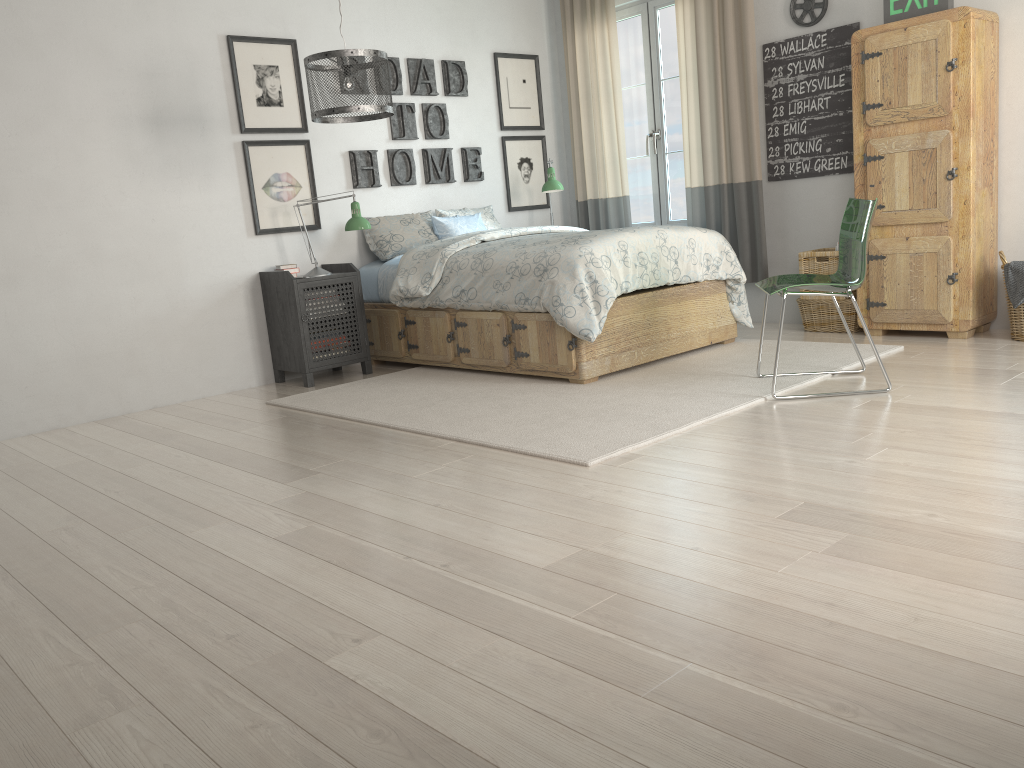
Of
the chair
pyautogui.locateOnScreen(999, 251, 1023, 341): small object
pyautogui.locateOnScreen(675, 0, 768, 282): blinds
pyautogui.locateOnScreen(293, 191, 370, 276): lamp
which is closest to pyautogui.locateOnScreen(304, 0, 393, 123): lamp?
pyautogui.locateOnScreen(293, 191, 370, 276): lamp

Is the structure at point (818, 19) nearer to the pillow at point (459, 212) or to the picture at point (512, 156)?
the picture at point (512, 156)

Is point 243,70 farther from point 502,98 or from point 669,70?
point 669,70

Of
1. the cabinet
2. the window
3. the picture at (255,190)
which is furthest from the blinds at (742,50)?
the picture at (255,190)

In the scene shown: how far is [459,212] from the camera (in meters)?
5.80

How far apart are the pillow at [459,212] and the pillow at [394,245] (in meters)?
0.10

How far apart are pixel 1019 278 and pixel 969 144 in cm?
69

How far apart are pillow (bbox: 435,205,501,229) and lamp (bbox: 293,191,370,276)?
0.9 meters

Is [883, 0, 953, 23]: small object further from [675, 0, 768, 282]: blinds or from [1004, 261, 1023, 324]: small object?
[1004, 261, 1023, 324]: small object

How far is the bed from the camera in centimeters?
411cm
